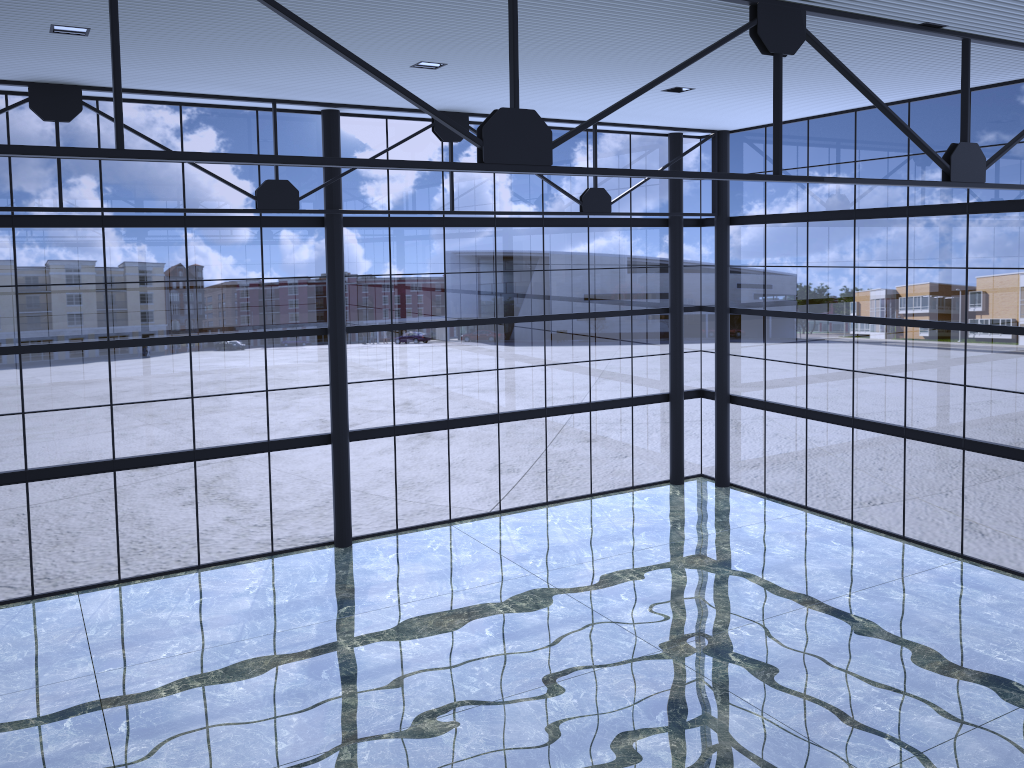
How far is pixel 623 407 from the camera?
29.6 meters

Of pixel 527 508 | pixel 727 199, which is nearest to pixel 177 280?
pixel 527 508
